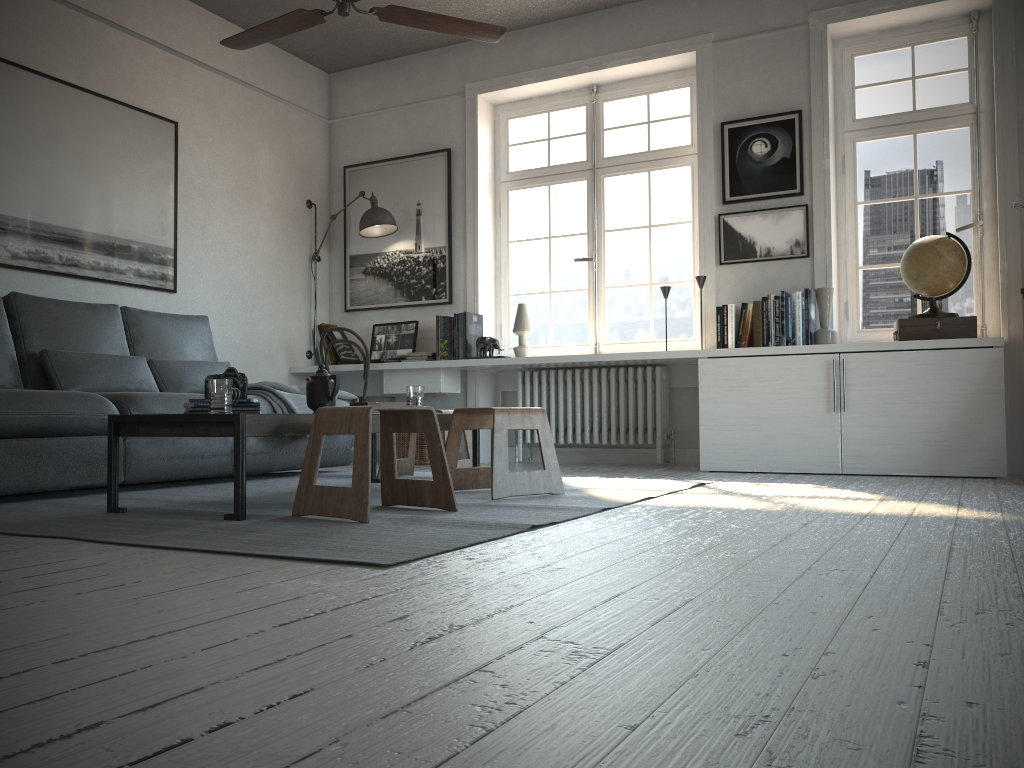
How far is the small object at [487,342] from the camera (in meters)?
5.67

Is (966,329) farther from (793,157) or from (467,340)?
(467,340)

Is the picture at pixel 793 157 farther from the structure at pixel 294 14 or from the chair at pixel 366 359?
the chair at pixel 366 359

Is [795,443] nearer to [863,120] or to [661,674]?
[863,120]

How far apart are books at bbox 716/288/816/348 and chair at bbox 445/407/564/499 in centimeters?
187cm

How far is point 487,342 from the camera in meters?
5.7 m

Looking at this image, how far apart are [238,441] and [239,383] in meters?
0.4 m

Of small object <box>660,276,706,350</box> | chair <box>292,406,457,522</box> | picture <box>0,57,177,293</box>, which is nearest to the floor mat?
chair <box>292,406,457,522</box>

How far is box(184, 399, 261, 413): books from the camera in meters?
3.0

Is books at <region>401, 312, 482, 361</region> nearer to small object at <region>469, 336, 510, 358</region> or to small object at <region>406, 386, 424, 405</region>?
small object at <region>469, 336, 510, 358</region>
